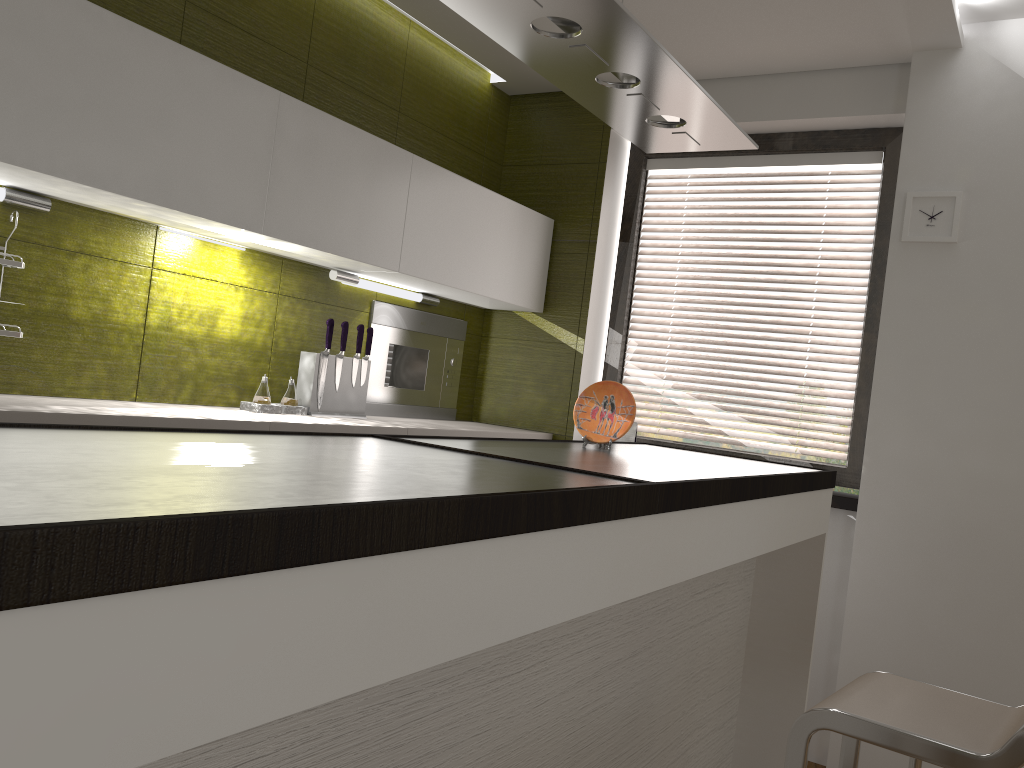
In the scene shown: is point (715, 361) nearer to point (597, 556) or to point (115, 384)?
point (115, 384)

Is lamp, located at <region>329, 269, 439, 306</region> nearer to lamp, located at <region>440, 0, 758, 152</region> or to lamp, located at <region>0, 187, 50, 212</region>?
lamp, located at <region>0, 187, 50, 212</region>

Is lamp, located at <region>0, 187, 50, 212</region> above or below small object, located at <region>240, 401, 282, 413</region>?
above

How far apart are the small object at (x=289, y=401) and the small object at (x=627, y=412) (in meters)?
1.11

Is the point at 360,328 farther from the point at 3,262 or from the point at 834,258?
the point at 834,258

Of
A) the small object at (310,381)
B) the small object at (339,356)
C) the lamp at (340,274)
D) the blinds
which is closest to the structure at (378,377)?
the lamp at (340,274)

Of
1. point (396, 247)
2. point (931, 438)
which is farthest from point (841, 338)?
point (396, 247)

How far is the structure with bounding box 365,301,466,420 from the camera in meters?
3.6 m

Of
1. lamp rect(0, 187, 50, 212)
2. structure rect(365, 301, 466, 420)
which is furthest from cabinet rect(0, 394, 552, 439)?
lamp rect(0, 187, 50, 212)

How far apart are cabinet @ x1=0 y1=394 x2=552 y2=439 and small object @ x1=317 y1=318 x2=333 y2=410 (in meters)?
0.17
